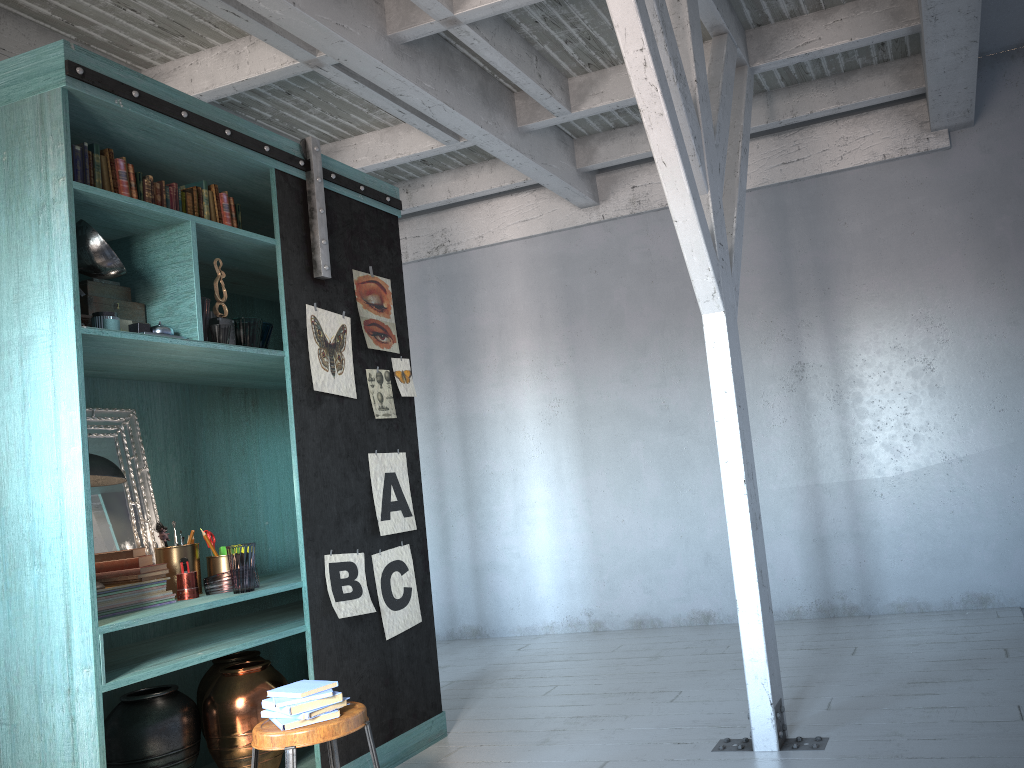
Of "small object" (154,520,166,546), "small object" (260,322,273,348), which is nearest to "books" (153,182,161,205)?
"small object" (260,322,273,348)

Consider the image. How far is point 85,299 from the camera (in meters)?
4.00

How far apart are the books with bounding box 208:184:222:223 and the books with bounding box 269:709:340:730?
2.70m

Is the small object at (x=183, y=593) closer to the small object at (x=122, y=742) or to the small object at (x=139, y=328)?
the small object at (x=122, y=742)

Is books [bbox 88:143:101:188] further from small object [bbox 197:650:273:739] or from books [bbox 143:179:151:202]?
small object [bbox 197:650:273:739]

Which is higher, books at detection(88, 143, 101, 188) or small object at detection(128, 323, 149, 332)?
books at detection(88, 143, 101, 188)

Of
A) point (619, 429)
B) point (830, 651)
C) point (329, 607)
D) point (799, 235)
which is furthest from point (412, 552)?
point (799, 235)

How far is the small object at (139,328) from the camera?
3.99m

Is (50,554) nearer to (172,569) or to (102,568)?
(102,568)

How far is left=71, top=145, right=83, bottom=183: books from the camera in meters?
3.9
